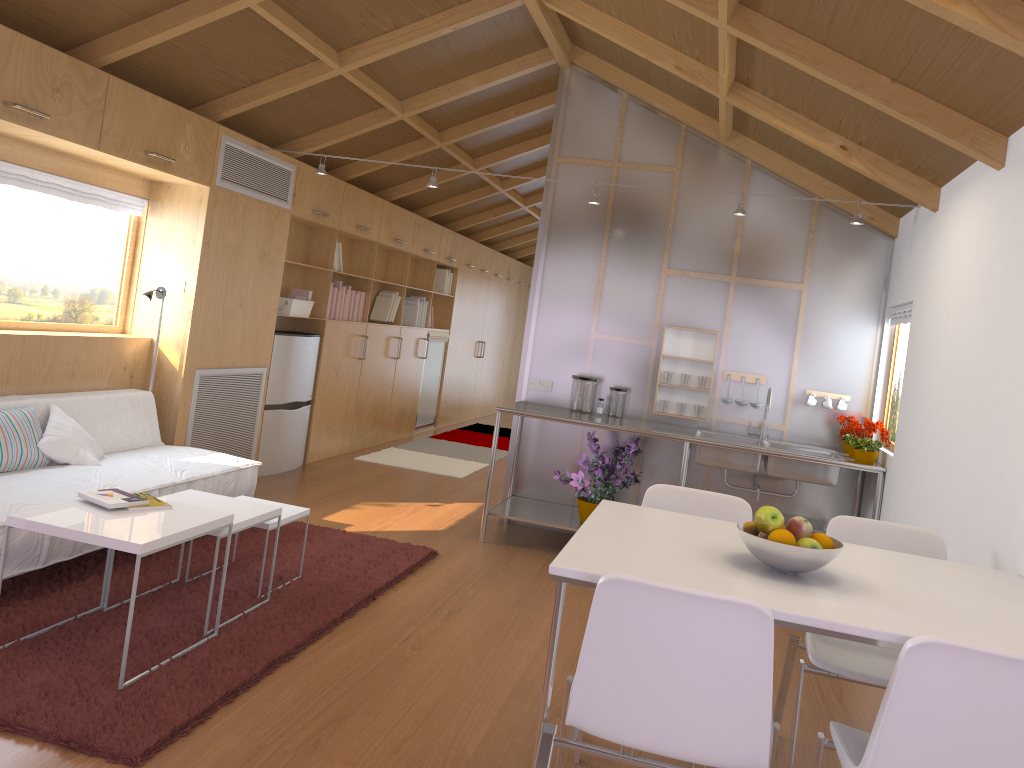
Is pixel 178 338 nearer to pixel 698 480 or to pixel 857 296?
pixel 698 480

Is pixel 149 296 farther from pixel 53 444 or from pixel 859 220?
pixel 859 220

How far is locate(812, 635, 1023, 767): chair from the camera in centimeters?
167cm

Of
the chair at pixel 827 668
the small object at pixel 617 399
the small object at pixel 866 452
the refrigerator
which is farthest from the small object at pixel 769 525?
the refrigerator

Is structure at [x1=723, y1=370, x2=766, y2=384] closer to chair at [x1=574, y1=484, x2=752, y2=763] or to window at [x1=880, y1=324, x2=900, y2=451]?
window at [x1=880, y1=324, x2=900, y2=451]

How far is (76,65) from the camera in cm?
385

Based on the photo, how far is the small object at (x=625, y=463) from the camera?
5.1m

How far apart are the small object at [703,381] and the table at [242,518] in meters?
2.8

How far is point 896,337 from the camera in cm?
511

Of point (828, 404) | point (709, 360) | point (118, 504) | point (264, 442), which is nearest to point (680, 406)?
point (709, 360)
